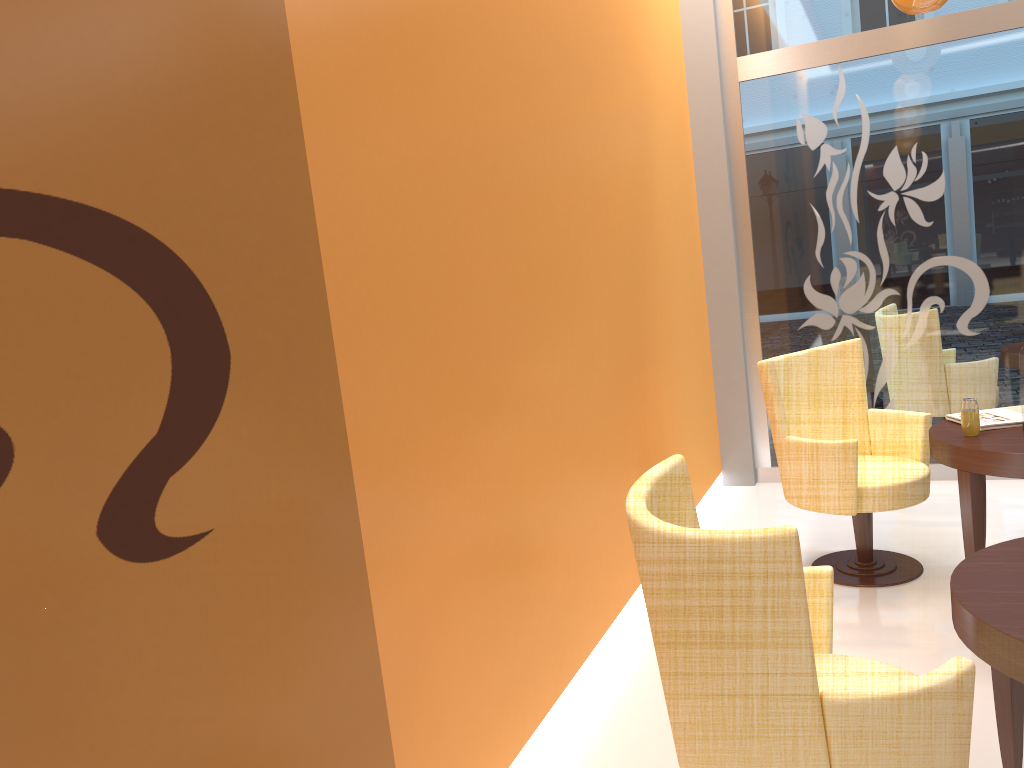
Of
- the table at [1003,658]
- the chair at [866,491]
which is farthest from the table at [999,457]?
the table at [1003,658]

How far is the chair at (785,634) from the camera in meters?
1.6

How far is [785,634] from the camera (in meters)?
1.64

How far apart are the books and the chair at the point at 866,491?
0.18m

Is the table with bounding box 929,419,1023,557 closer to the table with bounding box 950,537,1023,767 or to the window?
the table with bounding box 950,537,1023,767

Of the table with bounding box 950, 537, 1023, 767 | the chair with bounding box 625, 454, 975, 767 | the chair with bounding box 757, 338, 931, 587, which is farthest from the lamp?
the chair with bounding box 625, 454, 975, 767

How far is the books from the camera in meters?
3.6 m

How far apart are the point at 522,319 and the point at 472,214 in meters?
0.4

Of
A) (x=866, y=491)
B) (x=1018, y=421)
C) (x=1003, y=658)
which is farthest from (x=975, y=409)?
(x=1003, y=658)

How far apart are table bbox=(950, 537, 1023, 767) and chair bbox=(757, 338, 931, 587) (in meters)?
1.34
